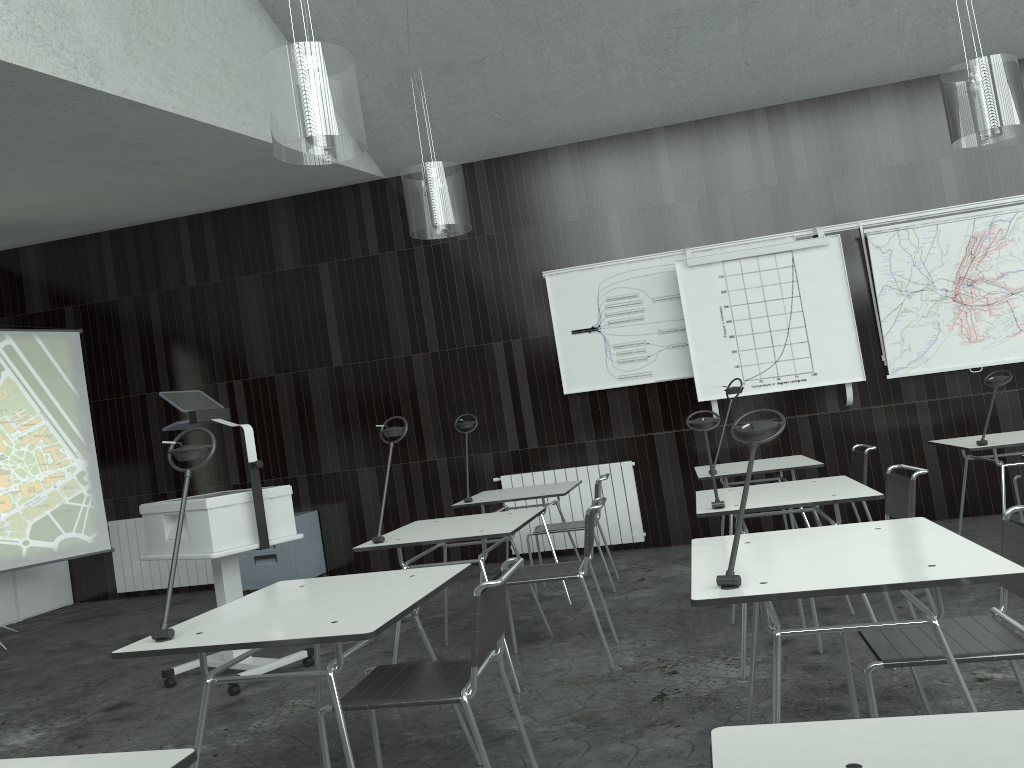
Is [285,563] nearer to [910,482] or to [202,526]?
[202,526]

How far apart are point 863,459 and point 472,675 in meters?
3.6

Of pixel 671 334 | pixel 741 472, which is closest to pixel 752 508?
pixel 741 472

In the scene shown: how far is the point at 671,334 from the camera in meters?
6.8 m

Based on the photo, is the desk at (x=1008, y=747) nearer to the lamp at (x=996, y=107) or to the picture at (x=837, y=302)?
the lamp at (x=996, y=107)

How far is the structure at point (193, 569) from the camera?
7.57m

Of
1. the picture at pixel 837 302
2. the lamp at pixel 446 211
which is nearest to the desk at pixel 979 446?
the picture at pixel 837 302

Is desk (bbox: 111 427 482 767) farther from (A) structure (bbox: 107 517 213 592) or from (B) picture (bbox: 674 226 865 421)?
(A) structure (bbox: 107 517 213 592)

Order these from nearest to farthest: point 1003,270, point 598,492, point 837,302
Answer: point 598,492
point 1003,270
point 837,302

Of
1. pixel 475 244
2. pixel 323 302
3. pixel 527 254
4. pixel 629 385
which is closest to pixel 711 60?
pixel 527 254
